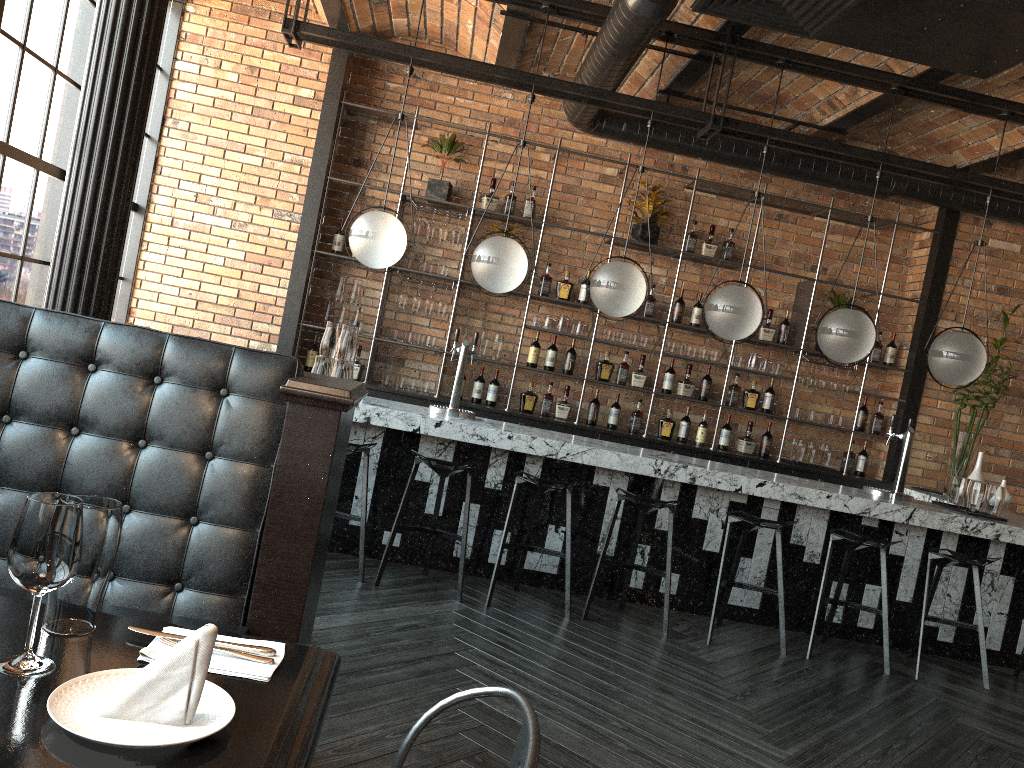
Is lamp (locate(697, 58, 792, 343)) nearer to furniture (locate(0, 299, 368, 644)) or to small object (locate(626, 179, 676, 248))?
small object (locate(626, 179, 676, 248))

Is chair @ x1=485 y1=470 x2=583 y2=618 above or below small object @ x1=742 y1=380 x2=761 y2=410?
below

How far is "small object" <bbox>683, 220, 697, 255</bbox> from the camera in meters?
7.2

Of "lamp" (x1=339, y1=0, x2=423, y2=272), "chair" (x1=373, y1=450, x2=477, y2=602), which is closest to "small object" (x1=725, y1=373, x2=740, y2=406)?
"chair" (x1=373, y1=450, x2=477, y2=602)

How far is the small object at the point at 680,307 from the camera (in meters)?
7.19

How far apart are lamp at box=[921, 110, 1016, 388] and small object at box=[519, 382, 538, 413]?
2.90m

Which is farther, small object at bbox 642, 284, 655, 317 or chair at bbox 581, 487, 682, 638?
small object at bbox 642, 284, 655, 317

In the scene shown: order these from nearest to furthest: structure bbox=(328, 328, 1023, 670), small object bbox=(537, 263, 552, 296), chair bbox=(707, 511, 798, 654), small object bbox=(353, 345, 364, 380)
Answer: chair bbox=(707, 511, 798, 654), structure bbox=(328, 328, 1023, 670), small object bbox=(353, 345, 364, 380), small object bbox=(537, 263, 552, 296)

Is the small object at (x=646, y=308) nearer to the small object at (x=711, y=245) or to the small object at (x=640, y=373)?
the small object at (x=640, y=373)

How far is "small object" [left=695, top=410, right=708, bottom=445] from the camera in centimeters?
726cm
